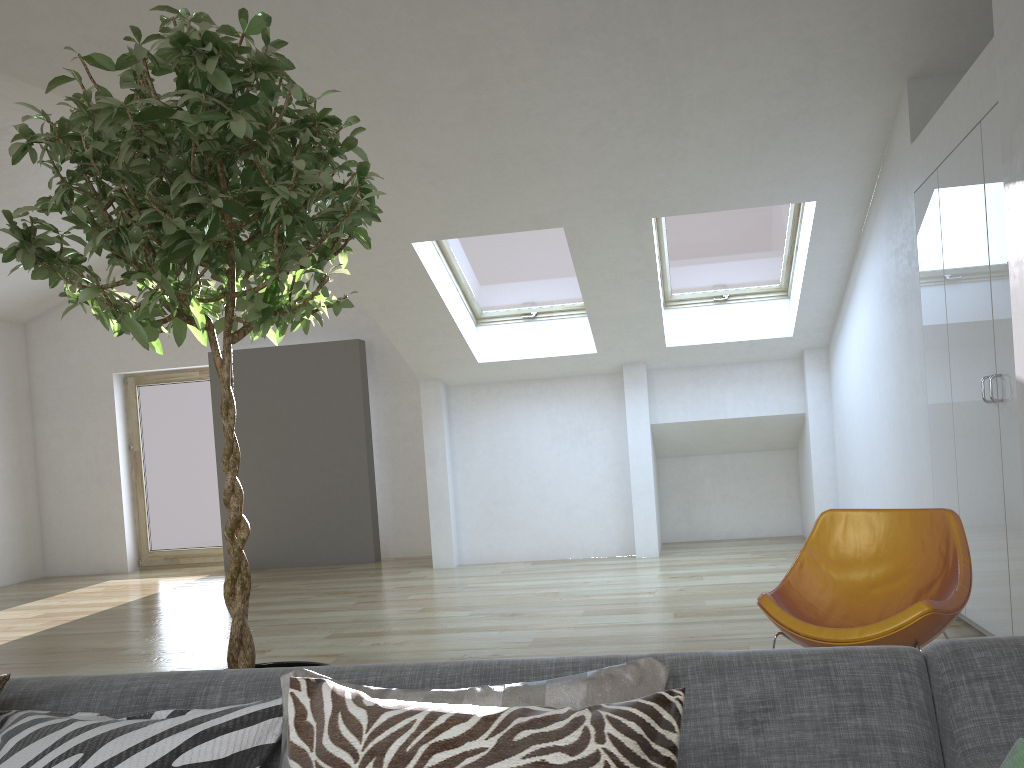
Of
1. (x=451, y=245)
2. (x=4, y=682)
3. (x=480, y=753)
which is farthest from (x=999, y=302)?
(x=451, y=245)

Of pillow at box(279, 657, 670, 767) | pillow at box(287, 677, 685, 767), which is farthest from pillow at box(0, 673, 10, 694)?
pillow at box(287, 677, 685, 767)

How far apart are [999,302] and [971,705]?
2.7m

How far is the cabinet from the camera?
A: 3.6 meters

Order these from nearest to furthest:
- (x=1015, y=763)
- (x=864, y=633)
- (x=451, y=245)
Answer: (x=1015, y=763), (x=864, y=633), (x=451, y=245)

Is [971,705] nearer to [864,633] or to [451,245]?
[864,633]

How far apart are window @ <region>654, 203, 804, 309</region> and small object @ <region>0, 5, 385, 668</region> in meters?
4.5 m

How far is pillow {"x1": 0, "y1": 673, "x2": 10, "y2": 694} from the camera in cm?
149

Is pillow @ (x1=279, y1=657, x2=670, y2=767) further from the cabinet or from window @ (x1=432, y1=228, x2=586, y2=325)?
window @ (x1=432, y1=228, x2=586, y2=325)

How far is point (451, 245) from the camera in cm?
673
